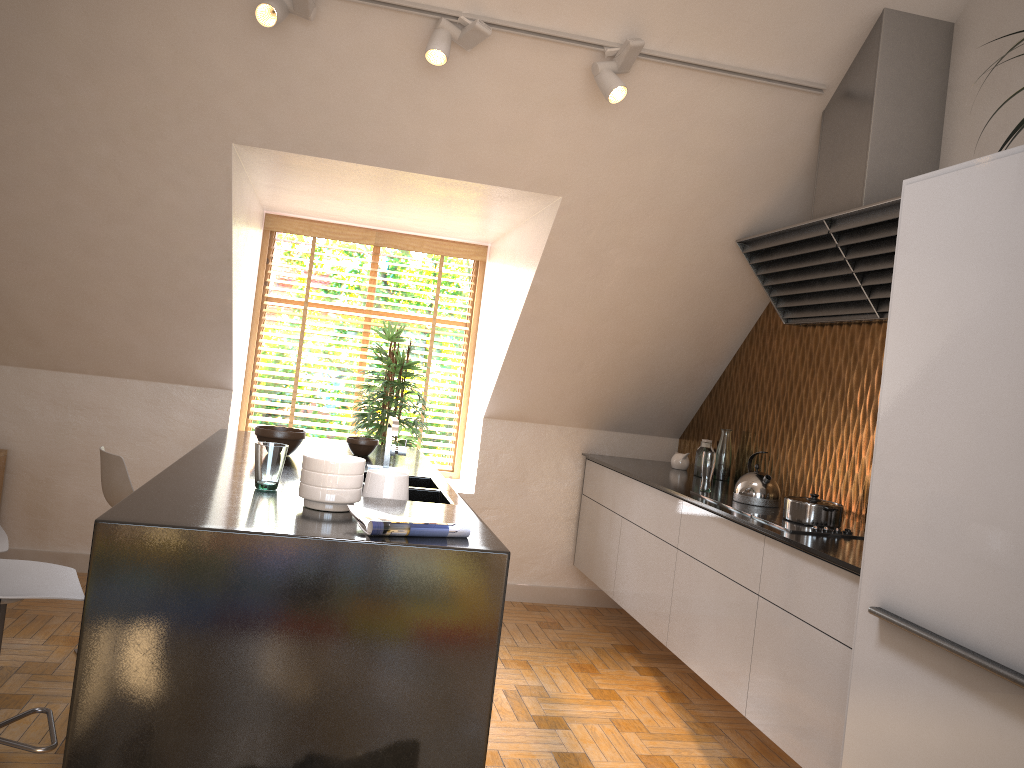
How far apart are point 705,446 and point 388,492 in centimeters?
237cm

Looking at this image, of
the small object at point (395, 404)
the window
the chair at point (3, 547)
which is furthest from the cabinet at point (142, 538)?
the window

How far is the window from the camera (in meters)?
5.63

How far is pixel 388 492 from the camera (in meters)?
2.94

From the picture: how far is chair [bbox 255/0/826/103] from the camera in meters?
3.1

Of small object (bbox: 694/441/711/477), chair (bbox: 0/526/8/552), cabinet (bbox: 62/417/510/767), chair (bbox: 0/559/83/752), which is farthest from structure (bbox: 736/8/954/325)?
chair (bbox: 0/526/8/552)

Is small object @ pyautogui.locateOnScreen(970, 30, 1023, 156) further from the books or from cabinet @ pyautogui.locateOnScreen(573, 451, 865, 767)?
the books

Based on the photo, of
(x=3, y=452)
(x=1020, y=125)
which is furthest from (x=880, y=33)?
(x=3, y=452)

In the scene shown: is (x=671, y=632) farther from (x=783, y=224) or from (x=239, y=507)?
(x=239, y=507)

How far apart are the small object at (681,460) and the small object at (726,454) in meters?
0.3 m
